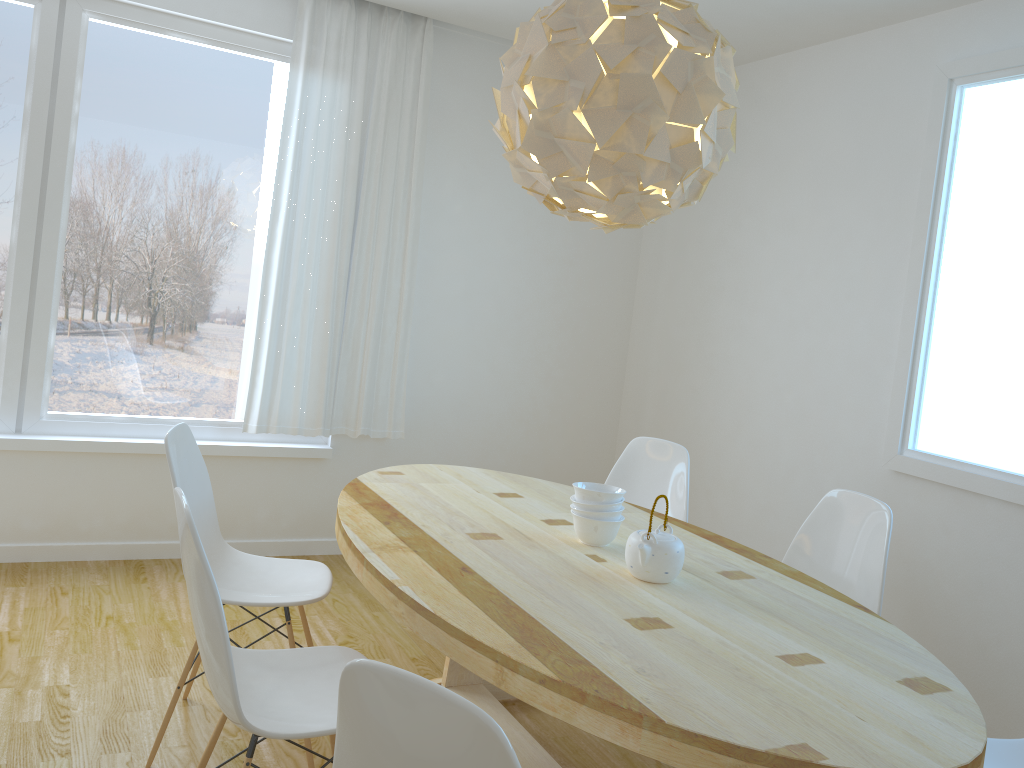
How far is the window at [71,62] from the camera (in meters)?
3.75

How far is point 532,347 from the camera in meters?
4.9 m

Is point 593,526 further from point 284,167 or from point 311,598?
point 284,167

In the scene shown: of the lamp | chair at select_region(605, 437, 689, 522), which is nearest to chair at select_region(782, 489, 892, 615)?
chair at select_region(605, 437, 689, 522)

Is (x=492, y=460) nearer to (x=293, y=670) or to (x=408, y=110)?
(x=408, y=110)

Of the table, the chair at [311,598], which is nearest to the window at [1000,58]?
the table

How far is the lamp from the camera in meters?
2.0 m

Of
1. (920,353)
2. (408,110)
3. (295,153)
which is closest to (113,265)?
(295,153)

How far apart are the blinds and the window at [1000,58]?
2.26m

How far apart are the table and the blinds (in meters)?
1.12
